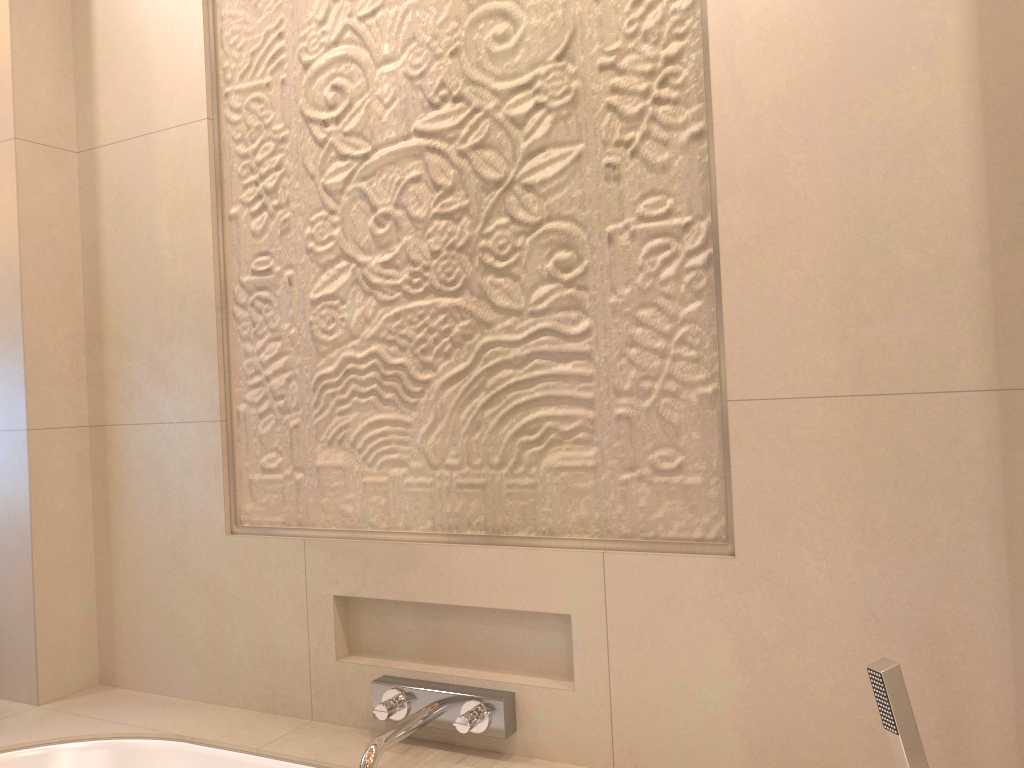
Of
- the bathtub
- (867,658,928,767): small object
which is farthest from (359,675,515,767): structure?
(867,658,928,767): small object

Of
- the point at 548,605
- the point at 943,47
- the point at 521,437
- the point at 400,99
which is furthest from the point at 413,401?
the point at 943,47

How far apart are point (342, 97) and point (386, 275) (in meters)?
0.37

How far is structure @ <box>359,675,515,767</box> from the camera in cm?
147

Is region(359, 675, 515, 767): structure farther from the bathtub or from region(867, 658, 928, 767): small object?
region(867, 658, 928, 767): small object

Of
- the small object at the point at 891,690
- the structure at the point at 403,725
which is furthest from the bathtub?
the small object at the point at 891,690

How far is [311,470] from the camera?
1.78m

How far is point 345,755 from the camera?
1.6 meters

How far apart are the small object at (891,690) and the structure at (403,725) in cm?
64

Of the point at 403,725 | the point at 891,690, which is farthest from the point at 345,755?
the point at 891,690
